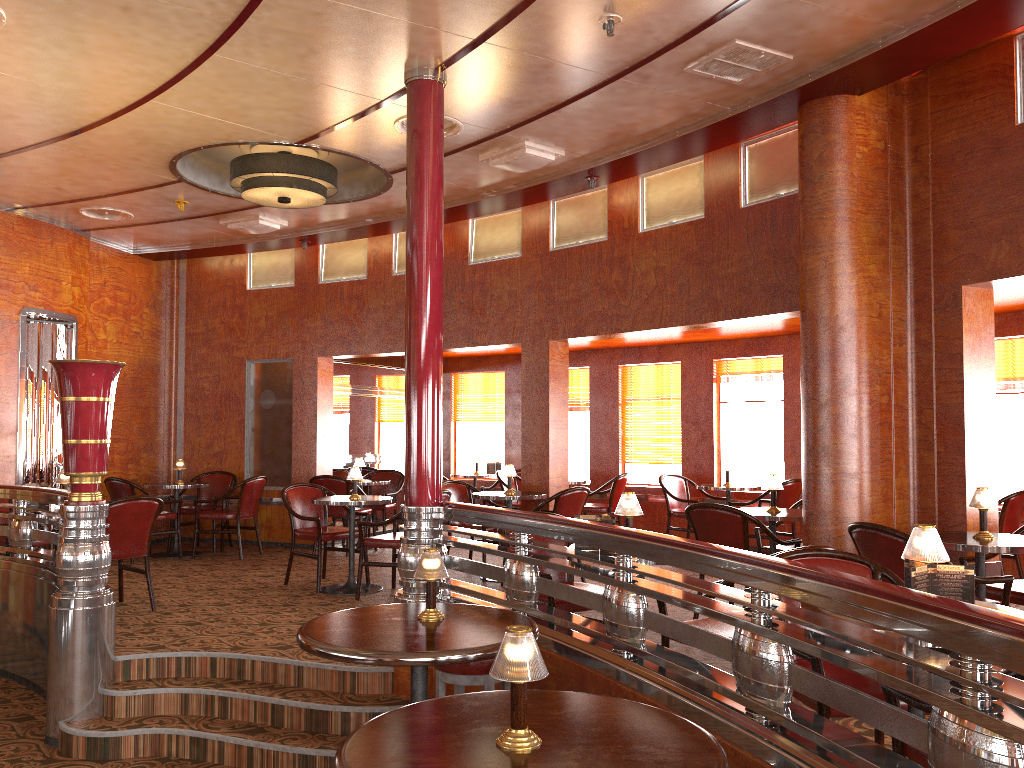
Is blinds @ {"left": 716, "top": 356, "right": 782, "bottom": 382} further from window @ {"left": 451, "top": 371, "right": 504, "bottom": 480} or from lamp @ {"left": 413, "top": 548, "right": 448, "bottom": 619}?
lamp @ {"left": 413, "top": 548, "right": 448, "bottom": 619}

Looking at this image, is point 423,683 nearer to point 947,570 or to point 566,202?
point 947,570

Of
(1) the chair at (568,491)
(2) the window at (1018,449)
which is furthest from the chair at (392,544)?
(2) the window at (1018,449)

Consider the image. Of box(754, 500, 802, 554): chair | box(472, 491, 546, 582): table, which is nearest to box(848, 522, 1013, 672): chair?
box(754, 500, 802, 554): chair

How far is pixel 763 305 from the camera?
6.14m

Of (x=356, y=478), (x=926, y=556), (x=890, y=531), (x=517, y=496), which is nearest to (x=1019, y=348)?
(x=890, y=531)

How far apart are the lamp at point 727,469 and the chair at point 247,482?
4.61m

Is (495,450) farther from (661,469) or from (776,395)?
(776,395)

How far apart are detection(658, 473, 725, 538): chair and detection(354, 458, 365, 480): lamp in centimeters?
320cm

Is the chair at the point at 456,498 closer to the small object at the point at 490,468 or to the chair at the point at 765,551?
the chair at the point at 765,551
